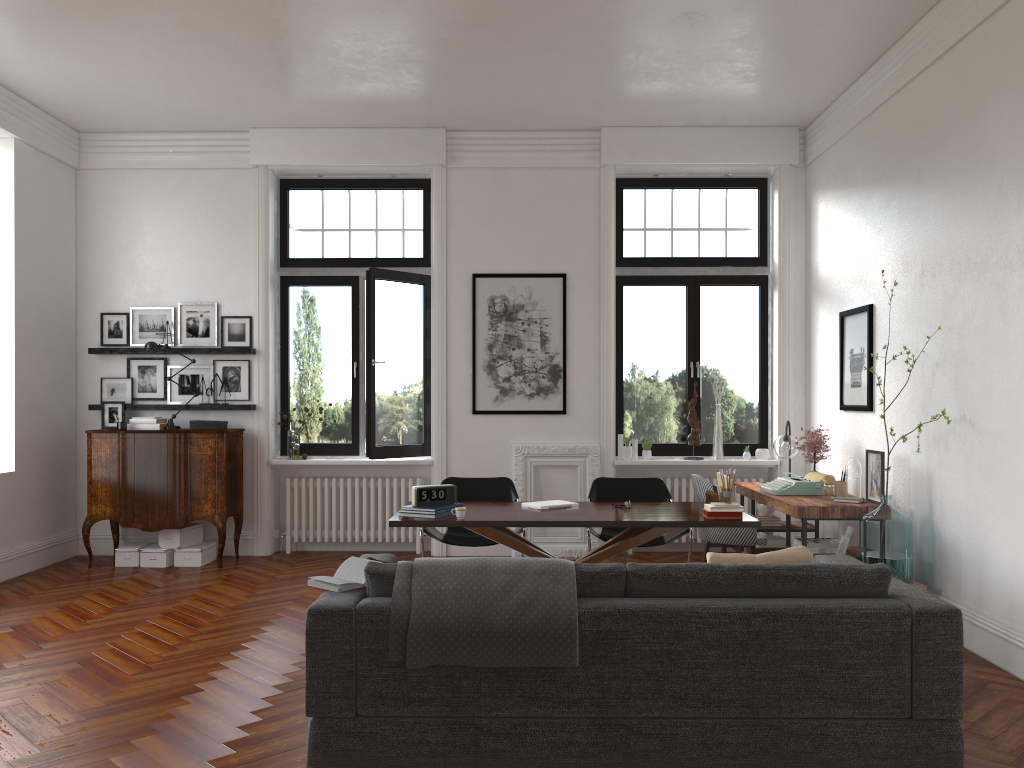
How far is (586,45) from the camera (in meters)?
6.35

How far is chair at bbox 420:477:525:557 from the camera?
6.56m

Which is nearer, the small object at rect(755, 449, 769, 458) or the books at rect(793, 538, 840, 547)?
the books at rect(793, 538, 840, 547)

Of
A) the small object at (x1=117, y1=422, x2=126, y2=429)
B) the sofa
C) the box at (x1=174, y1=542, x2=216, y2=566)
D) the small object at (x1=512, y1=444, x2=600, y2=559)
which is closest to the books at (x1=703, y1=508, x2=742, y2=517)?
the sofa

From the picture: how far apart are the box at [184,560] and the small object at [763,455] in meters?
5.2 m

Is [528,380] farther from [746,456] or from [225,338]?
[225,338]

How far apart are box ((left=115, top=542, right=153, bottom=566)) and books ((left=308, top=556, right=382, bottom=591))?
4.58m

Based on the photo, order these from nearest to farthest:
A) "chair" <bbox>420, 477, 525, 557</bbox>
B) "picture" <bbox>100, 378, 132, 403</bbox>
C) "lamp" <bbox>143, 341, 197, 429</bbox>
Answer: "chair" <bbox>420, 477, 525, 557</bbox> → "lamp" <bbox>143, 341, 197, 429</bbox> → "picture" <bbox>100, 378, 132, 403</bbox>

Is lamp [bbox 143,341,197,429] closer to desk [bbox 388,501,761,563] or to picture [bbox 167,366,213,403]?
picture [bbox 167,366,213,403]

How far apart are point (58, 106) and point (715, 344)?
6.31m
